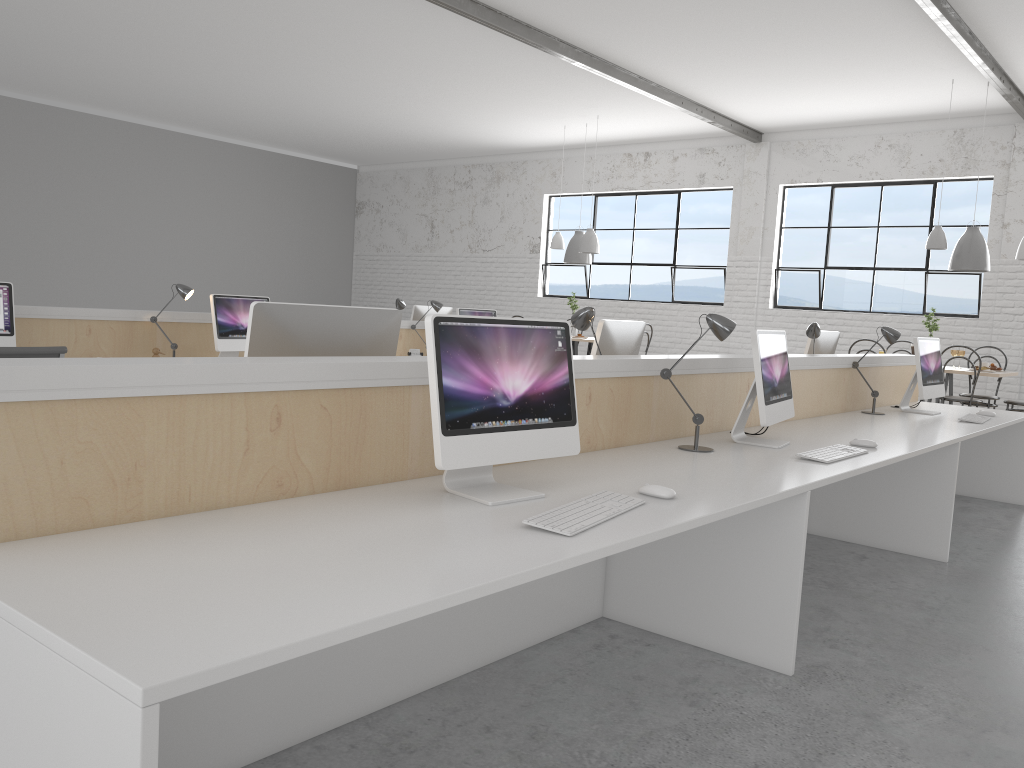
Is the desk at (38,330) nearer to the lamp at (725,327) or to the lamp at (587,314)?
the lamp at (587,314)

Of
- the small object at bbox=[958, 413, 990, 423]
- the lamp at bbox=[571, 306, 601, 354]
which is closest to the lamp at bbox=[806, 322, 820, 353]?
the small object at bbox=[958, 413, 990, 423]

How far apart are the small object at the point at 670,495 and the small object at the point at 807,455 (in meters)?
0.84

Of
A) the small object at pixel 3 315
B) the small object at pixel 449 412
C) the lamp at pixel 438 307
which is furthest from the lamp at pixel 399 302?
the small object at pixel 449 412

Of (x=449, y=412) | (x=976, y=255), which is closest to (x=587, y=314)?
(x=449, y=412)

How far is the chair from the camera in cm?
336

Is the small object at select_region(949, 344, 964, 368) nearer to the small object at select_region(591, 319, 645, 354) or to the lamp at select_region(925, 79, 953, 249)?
the lamp at select_region(925, 79, 953, 249)

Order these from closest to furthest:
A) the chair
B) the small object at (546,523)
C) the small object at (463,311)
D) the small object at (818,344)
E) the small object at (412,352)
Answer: the small object at (546,523) → the chair → the small object at (818,344) → the small object at (412,352) → the small object at (463,311)

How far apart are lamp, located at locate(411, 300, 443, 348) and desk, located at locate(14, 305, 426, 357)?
0.2 meters

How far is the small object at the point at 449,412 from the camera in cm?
168
